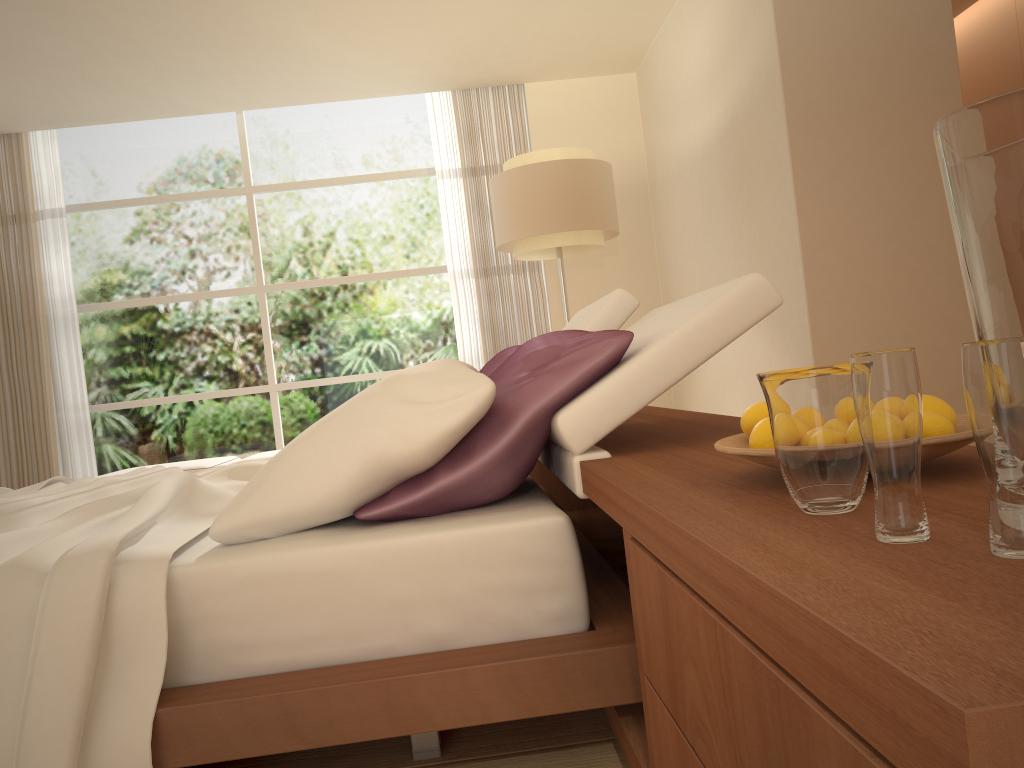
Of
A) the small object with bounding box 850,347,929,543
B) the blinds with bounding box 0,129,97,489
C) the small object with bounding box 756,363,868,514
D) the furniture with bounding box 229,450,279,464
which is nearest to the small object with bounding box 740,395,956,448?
the small object with bounding box 756,363,868,514

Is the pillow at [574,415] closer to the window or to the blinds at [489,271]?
the blinds at [489,271]

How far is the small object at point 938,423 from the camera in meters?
1.0 m

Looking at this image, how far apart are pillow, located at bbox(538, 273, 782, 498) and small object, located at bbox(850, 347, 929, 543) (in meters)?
0.90

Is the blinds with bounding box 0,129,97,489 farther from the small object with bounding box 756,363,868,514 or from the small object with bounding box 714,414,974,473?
the small object with bounding box 756,363,868,514

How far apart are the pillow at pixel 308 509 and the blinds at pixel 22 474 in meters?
6.3

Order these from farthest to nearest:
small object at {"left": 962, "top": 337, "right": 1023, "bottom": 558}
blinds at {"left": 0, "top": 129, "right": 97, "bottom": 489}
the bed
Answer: blinds at {"left": 0, "top": 129, "right": 97, "bottom": 489} → the bed → small object at {"left": 962, "top": 337, "right": 1023, "bottom": 558}

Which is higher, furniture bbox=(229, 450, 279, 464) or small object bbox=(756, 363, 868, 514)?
small object bbox=(756, 363, 868, 514)

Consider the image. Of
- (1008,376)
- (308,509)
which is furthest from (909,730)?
(308,509)

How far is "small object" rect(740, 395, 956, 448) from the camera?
1.0 meters
